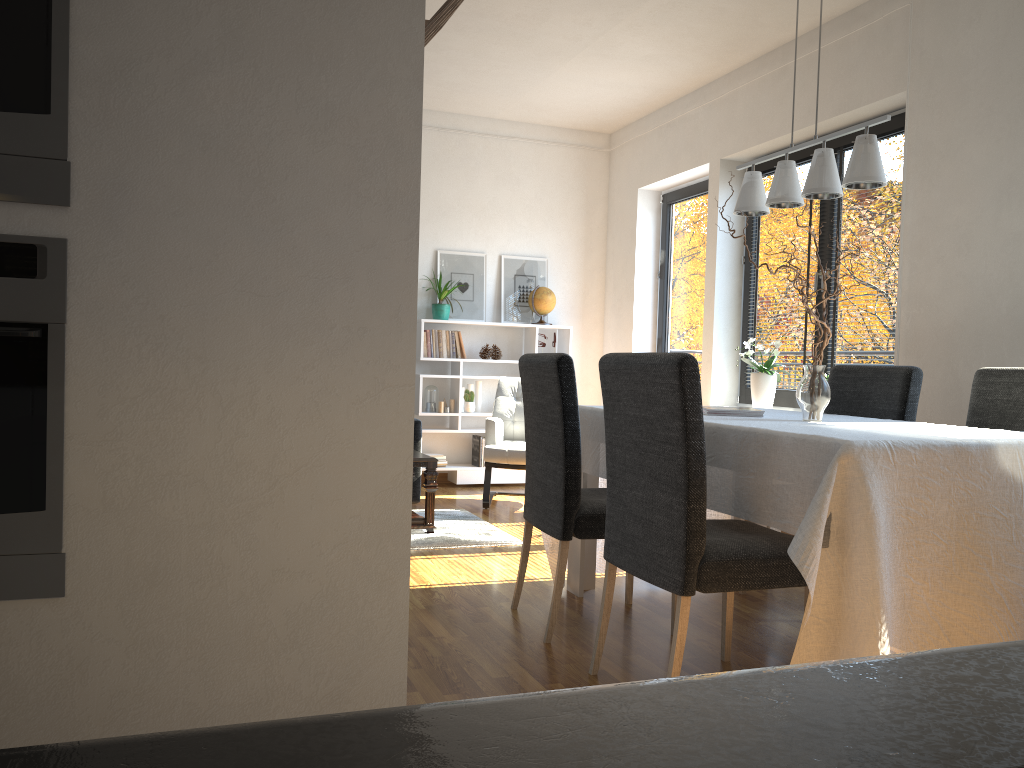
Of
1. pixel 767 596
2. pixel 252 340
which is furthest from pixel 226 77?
pixel 767 596

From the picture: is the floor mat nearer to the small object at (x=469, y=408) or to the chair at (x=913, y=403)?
the small object at (x=469, y=408)

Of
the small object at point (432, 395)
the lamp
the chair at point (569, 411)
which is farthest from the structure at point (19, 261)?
the small object at point (432, 395)

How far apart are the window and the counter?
4.9 meters

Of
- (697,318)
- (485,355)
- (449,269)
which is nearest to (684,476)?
(697,318)

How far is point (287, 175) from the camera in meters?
1.2

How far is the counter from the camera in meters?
0.1 m

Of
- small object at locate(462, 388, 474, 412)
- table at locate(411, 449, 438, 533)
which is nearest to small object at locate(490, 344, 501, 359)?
small object at locate(462, 388, 474, 412)

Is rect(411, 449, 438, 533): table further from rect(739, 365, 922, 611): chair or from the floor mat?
rect(739, 365, 922, 611): chair

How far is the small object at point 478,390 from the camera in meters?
6.7
